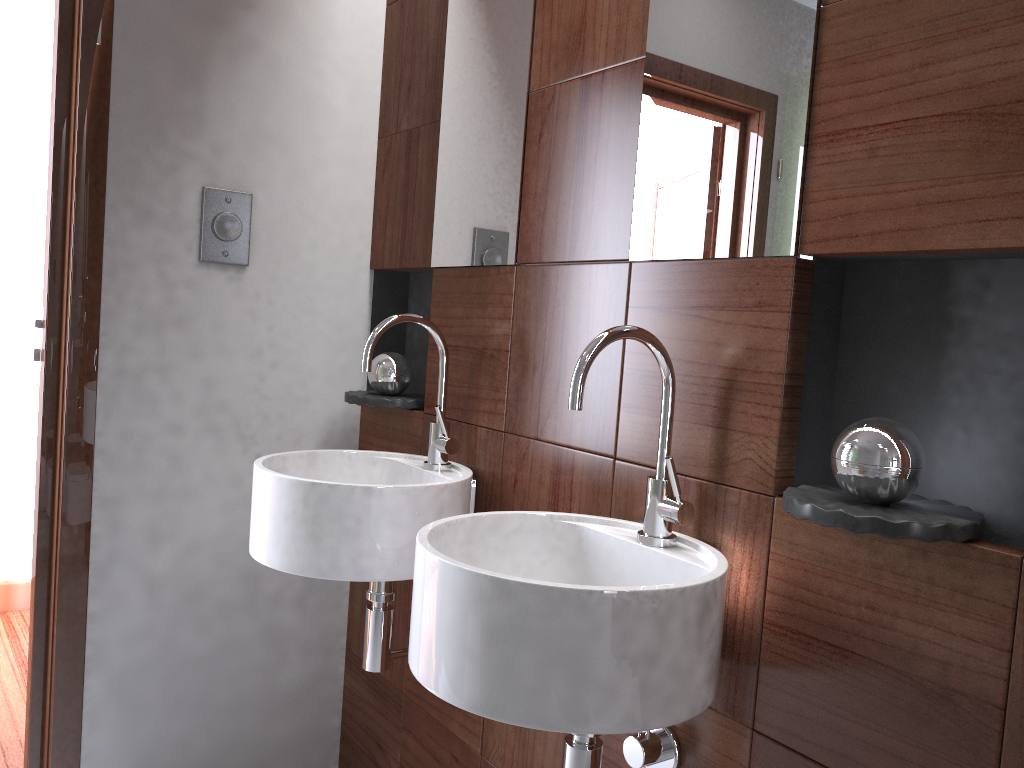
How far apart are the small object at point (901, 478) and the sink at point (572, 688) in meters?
0.2

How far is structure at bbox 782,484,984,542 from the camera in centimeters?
95cm

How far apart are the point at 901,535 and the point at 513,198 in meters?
1.0

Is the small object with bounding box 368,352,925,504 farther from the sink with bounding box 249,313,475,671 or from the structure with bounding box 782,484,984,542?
the sink with bounding box 249,313,475,671

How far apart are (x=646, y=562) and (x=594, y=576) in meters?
0.1

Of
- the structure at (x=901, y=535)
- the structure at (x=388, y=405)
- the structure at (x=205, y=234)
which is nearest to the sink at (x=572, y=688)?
the structure at (x=901, y=535)

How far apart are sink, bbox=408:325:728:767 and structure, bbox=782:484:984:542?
0.1 meters

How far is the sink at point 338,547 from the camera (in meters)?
1.51

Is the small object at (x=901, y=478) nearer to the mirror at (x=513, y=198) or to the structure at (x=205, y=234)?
the mirror at (x=513, y=198)

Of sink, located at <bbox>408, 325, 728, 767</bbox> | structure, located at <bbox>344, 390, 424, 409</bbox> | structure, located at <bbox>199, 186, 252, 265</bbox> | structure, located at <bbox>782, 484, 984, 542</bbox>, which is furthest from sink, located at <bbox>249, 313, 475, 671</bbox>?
structure, located at <bbox>782, 484, 984, 542</bbox>
